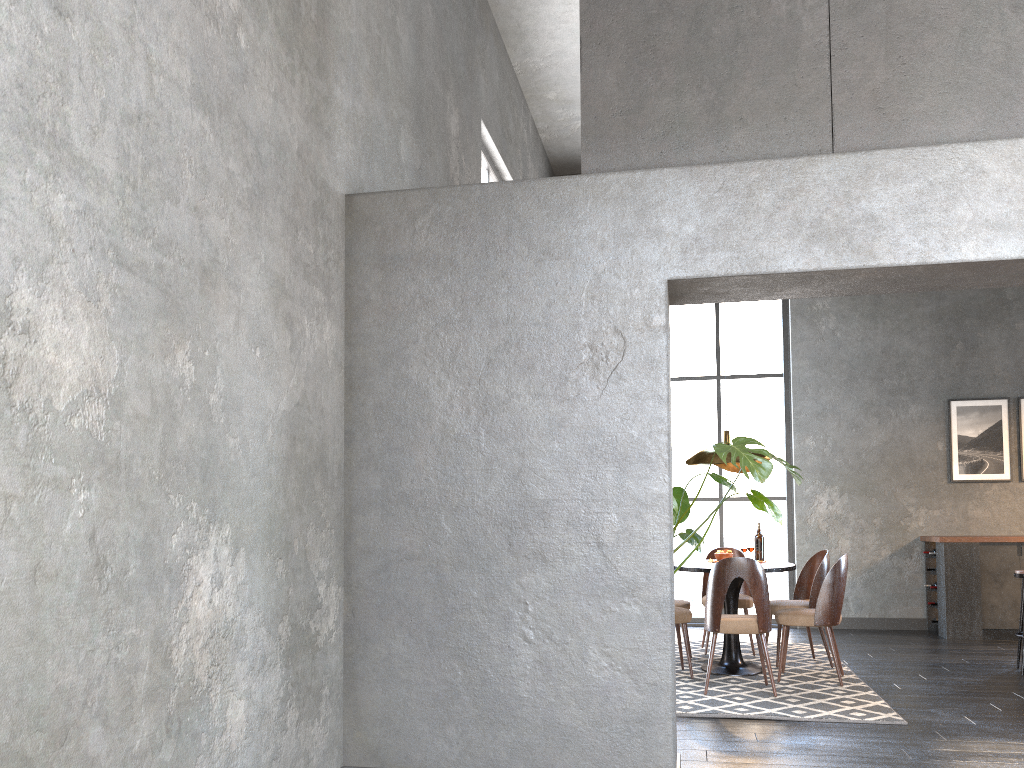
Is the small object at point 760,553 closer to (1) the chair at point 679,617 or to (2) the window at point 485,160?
(1) the chair at point 679,617

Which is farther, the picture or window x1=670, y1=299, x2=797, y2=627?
window x1=670, y1=299, x2=797, y2=627

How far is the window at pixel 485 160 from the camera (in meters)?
7.05

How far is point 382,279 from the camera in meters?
3.7

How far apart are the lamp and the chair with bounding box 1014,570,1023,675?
2.1m

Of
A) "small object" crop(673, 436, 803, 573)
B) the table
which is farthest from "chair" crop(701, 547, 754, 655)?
"small object" crop(673, 436, 803, 573)

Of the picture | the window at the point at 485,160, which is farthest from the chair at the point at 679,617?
the picture

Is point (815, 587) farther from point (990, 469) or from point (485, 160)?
point (485, 160)

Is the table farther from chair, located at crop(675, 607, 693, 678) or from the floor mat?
chair, located at crop(675, 607, 693, 678)

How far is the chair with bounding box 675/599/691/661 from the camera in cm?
658
